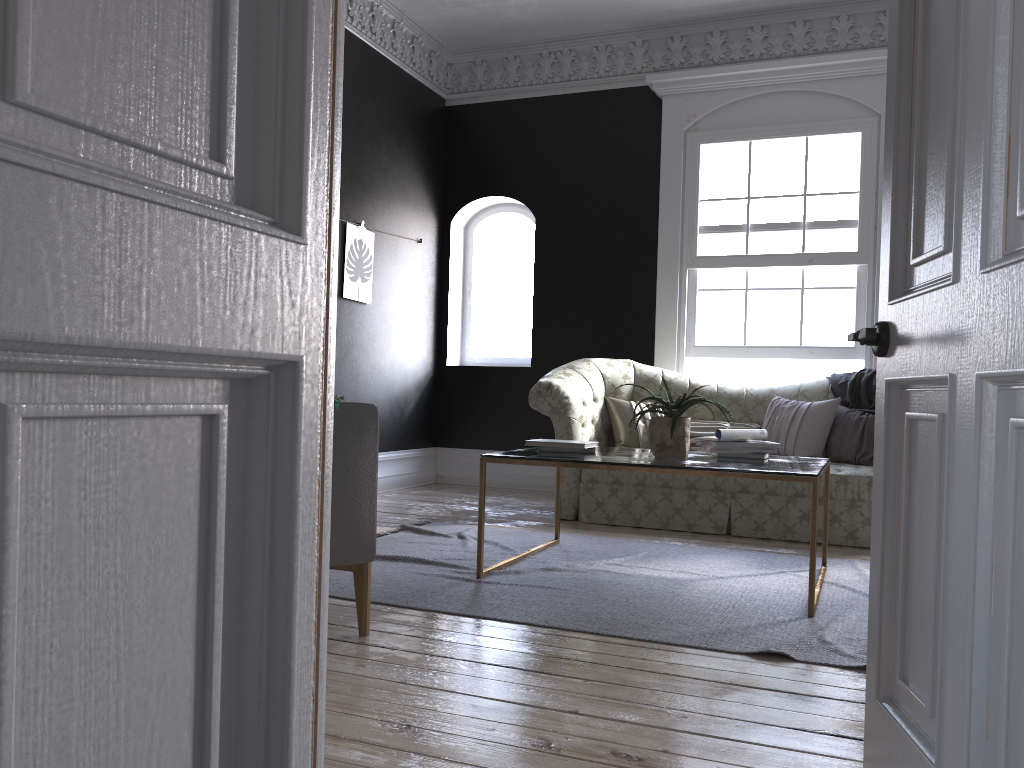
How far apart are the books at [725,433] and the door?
2.2 meters

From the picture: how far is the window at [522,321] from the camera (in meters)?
8.24

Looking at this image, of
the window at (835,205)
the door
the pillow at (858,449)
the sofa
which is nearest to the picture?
the sofa

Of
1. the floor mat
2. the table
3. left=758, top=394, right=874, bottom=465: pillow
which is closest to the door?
the floor mat

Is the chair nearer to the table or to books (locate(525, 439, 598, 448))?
the table

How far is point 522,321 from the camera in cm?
824

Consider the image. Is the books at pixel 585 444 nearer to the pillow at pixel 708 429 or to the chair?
the chair

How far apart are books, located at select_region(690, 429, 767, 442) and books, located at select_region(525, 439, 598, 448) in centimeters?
59cm

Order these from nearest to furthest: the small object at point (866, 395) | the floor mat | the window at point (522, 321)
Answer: the floor mat < the small object at point (866, 395) < the window at point (522, 321)

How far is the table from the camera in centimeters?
352cm
